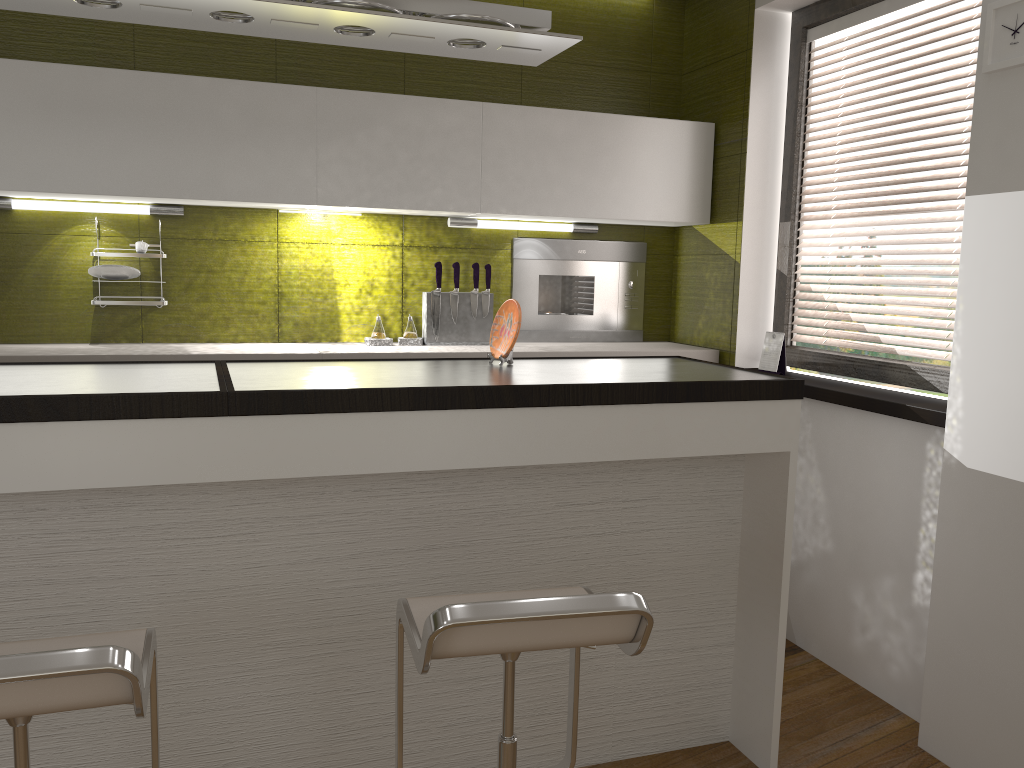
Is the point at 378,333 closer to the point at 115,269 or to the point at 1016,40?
the point at 115,269

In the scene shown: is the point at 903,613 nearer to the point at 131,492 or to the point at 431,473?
the point at 431,473

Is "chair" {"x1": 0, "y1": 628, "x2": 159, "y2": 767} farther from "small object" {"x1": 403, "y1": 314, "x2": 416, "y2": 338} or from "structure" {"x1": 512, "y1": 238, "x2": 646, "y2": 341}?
"structure" {"x1": 512, "y1": 238, "x2": 646, "y2": 341}

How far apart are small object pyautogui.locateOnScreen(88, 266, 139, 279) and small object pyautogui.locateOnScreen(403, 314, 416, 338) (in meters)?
1.07

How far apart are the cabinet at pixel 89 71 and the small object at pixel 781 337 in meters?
0.6

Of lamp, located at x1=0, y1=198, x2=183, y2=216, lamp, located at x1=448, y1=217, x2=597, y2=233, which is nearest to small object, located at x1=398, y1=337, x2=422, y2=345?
lamp, located at x1=448, y1=217, x2=597, y2=233

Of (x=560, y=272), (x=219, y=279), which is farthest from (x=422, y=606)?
(x=560, y=272)

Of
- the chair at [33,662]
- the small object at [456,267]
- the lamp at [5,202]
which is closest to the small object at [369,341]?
the small object at [456,267]

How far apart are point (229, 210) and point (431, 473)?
1.8m

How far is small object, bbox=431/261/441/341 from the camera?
3.7 meters
